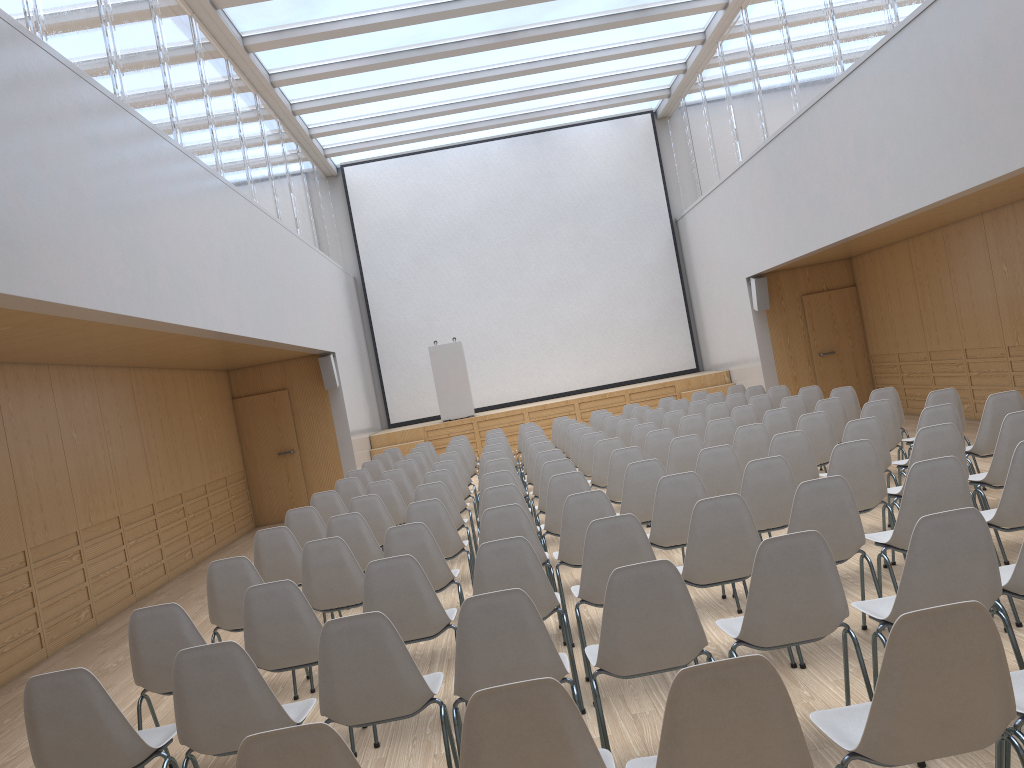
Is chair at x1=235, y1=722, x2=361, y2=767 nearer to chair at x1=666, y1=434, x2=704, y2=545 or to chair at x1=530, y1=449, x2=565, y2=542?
chair at x1=666, y1=434, x2=704, y2=545

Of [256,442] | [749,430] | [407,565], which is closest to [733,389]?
[749,430]

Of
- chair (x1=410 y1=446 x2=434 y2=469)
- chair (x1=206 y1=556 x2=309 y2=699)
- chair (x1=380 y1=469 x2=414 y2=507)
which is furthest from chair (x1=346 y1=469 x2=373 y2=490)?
chair (x1=206 y1=556 x2=309 y2=699)

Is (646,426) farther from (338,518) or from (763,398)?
(338,518)

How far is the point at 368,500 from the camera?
7.1m

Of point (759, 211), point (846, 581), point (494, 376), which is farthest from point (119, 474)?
point (494, 376)

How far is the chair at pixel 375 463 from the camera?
11.08m

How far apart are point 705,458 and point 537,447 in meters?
3.2 m

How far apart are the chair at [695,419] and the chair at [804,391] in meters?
1.7

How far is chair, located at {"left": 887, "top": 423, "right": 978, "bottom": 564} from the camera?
5.2 meters
